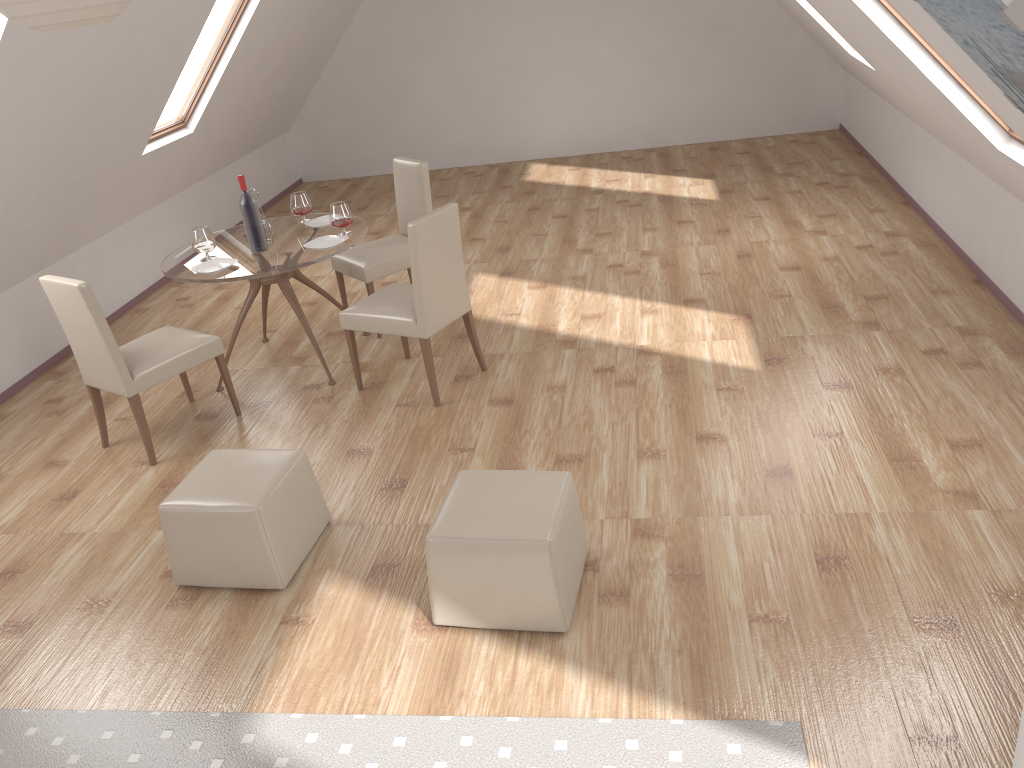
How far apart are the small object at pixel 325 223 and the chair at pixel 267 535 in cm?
208

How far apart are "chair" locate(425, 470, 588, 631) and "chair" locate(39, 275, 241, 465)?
2.02m

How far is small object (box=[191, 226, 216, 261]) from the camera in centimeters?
496cm

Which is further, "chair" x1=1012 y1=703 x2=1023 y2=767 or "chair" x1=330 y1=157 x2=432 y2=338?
"chair" x1=330 y1=157 x2=432 y2=338

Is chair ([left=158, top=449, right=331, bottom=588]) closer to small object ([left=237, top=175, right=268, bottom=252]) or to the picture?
small object ([left=237, top=175, right=268, bottom=252])

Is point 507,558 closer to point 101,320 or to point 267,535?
point 267,535

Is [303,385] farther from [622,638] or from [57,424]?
[622,638]

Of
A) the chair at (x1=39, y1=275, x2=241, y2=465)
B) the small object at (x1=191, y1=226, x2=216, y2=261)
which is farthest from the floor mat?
the small object at (x1=191, y1=226, x2=216, y2=261)

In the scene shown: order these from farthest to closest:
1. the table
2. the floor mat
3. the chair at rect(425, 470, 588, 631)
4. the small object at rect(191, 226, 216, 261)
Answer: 1. the small object at rect(191, 226, 216, 261)
2. the table
3. the chair at rect(425, 470, 588, 631)
4. the floor mat

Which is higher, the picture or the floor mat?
the picture
